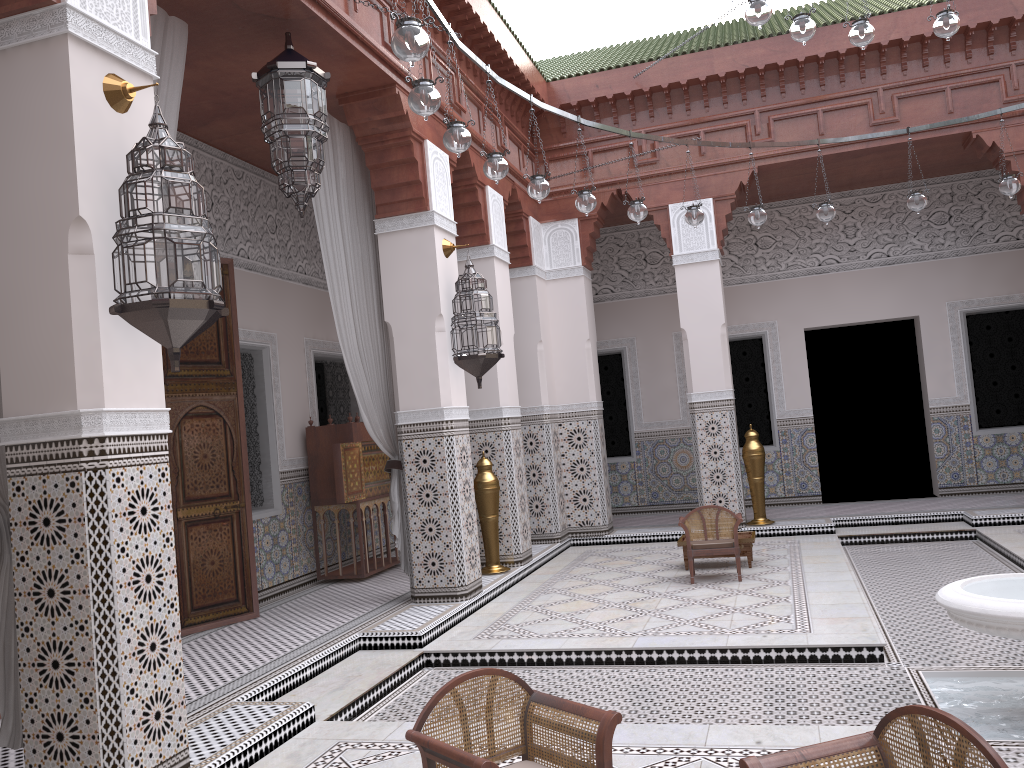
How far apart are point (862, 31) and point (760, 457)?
2.5 meters

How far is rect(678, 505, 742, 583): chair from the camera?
3.6m

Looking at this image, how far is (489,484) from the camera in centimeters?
396cm

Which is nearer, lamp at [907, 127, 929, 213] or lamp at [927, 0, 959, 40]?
lamp at [927, 0, 959, 40]

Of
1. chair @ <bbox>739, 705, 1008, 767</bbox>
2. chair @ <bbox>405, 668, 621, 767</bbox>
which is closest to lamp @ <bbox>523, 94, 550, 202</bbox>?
chair @ <bbox>405, 668, 621, 767</bbox>

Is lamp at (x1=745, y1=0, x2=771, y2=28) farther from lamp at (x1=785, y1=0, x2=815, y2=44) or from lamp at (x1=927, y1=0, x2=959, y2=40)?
lamp at (x1=927, y1=0, x2=959, y2=40)

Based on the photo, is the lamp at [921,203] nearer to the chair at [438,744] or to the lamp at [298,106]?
the lamp at [298,106]

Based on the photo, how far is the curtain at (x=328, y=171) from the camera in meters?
3.2 m

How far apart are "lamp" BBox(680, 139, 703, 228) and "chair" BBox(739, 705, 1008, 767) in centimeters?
269cm

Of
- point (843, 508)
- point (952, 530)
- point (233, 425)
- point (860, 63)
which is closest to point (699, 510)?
point (952, 530)
